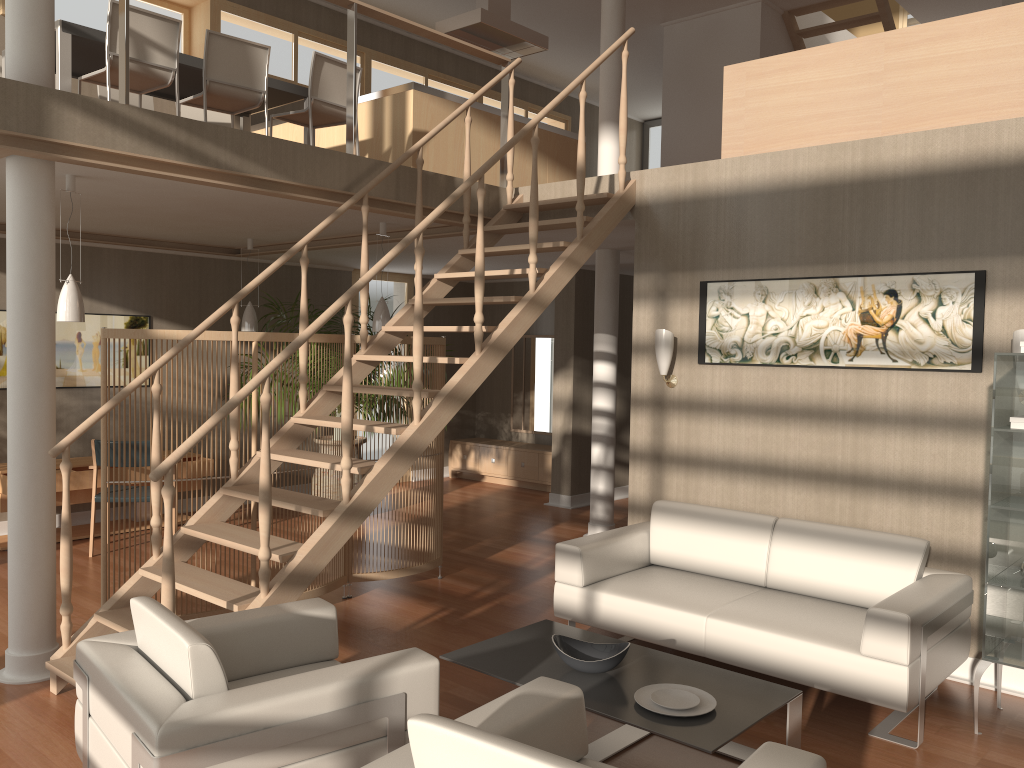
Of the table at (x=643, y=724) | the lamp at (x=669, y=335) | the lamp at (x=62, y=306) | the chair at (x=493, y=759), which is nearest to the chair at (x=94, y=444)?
the lamp at (x=62, y=306)

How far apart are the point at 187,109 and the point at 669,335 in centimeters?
427cm

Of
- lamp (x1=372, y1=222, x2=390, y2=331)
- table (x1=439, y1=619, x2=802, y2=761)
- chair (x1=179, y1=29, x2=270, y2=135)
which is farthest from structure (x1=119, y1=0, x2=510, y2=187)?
table (x1=439, y1=619, x2=802, y2=761)

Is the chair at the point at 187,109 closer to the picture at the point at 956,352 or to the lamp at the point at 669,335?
the lamp at the point at 669,335

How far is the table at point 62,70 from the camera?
5.2m

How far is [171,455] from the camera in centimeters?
335cm

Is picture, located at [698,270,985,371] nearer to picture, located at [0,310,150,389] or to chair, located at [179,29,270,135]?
chair, located at [179,29,270,135]

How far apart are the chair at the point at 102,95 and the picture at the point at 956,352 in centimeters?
439cm

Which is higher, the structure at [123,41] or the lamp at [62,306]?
the structure at [123,41]

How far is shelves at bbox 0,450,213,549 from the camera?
6.73m
